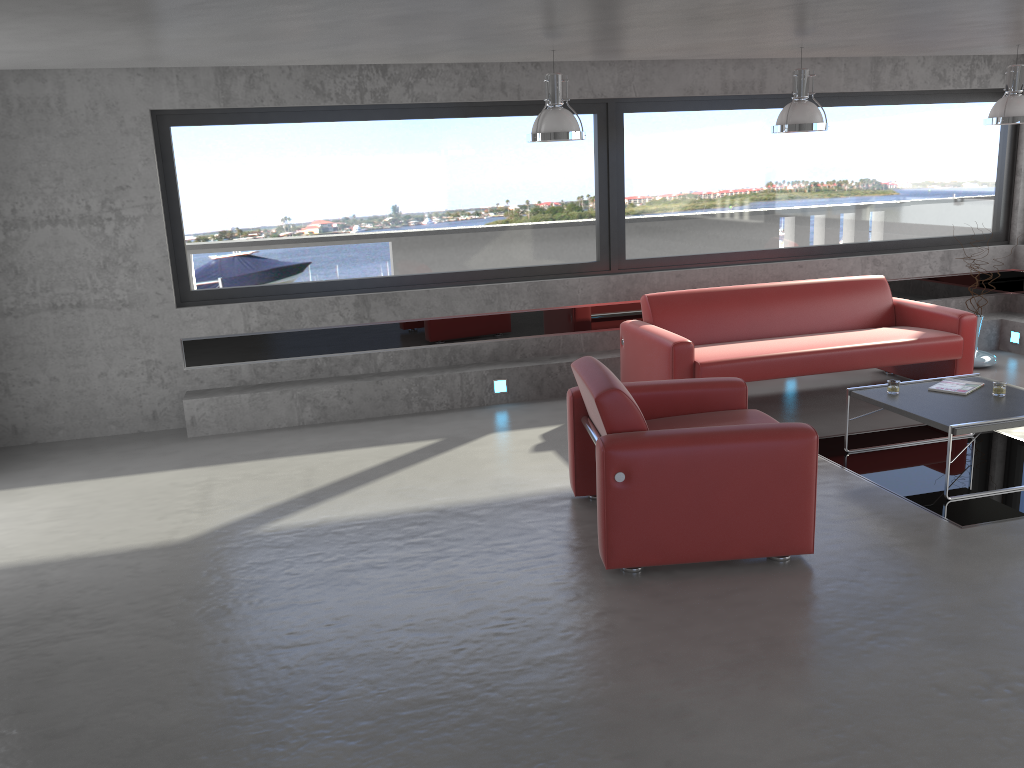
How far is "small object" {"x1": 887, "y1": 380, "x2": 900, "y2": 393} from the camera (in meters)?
5.59

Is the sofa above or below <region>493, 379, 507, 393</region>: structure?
above

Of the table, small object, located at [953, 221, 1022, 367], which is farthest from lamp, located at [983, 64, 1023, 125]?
small object, located at [953, 221, 1022, 367]

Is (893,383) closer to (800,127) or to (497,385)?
(800,127)

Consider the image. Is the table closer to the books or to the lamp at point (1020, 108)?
the books

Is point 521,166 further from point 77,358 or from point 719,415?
point 77,358

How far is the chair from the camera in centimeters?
410cm

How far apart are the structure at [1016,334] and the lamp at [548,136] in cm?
522

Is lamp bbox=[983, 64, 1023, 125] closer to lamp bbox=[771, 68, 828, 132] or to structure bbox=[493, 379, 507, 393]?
lamp bbox=[771, 68, 828, 132]

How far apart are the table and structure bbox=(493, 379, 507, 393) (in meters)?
2.81
